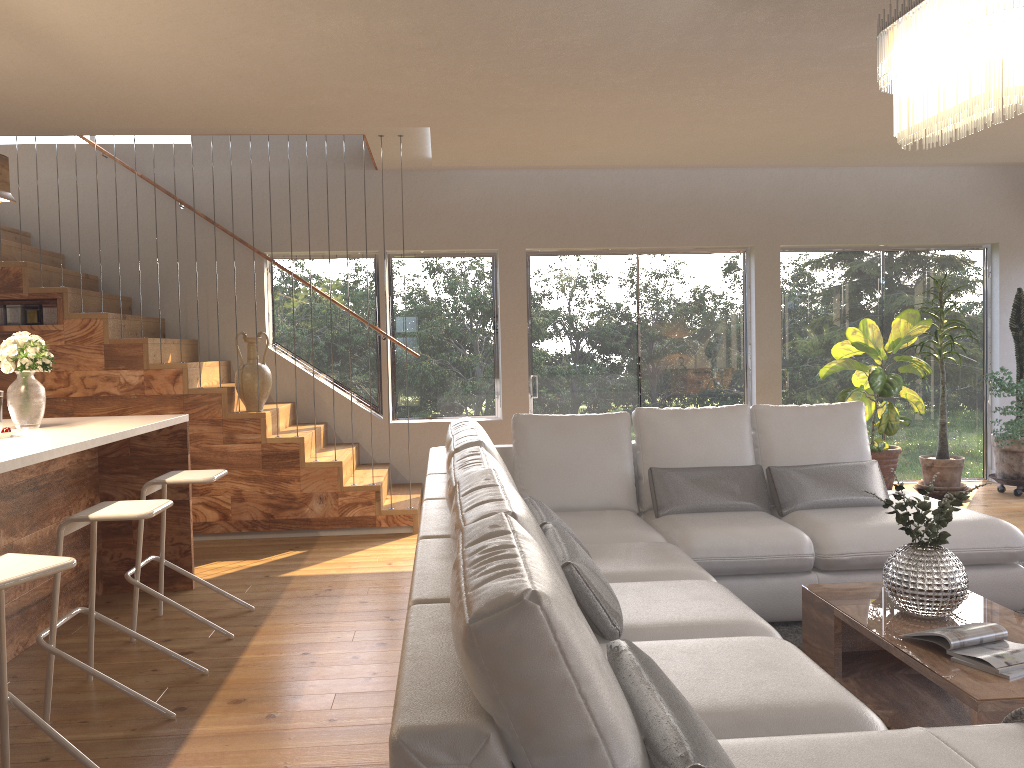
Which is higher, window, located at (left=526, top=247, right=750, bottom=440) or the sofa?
window, located at (left=526, top=247, right=750, bottom=440)

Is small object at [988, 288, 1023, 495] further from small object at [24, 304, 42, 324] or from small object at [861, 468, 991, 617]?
small object at [24, 304, 42, 324]

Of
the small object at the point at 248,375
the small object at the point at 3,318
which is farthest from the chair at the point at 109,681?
the small object at the point at 3,318

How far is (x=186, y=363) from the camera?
6.11m

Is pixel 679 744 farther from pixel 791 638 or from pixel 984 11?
pixel 791 638

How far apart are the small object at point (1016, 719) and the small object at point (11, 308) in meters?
6.2 m

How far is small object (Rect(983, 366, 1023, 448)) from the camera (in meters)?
6.35

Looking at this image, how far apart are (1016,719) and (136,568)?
3.5m

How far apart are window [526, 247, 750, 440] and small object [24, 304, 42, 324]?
3.7 meters

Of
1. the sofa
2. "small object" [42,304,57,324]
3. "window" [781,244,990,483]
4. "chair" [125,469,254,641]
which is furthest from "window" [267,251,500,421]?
"chair" [125,469,254,641]
